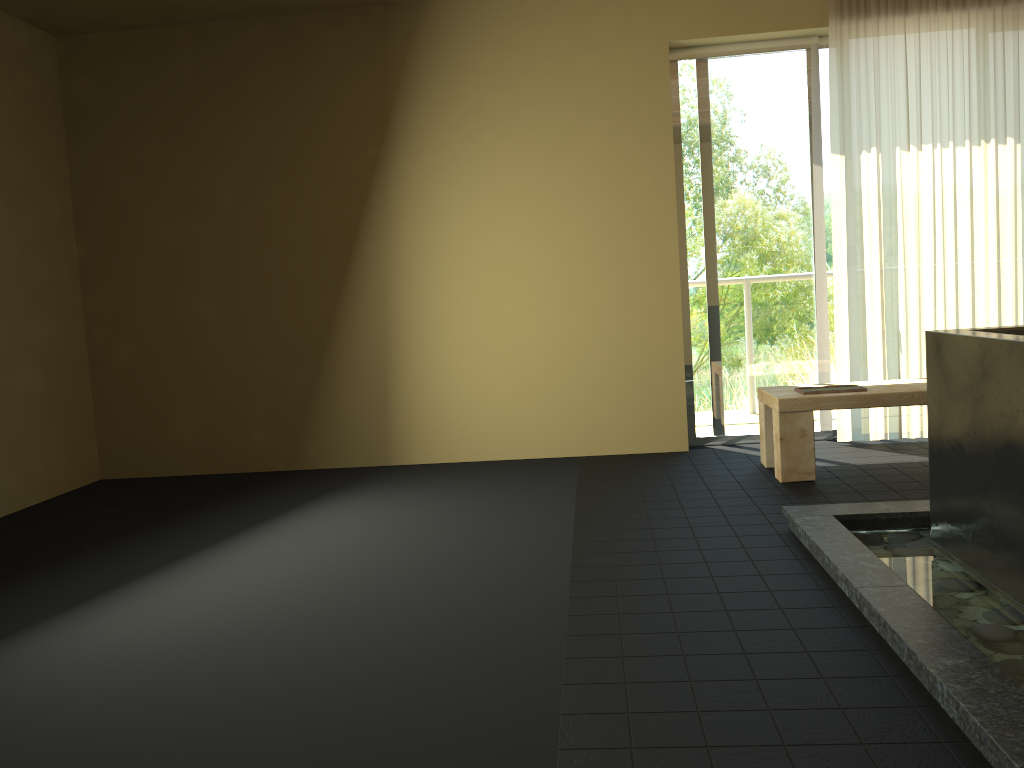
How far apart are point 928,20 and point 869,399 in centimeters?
221cm

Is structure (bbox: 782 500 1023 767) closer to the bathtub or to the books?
Result: the bathtub

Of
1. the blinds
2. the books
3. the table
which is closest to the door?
the blinds

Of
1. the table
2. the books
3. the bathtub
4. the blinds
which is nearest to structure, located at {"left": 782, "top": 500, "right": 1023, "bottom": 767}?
the bathtub

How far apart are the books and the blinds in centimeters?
68cm

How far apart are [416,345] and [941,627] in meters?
3.5

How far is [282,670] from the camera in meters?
2.4 m

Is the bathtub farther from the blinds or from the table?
the blinds

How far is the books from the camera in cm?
419

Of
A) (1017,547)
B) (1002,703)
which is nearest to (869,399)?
(1017,547)
